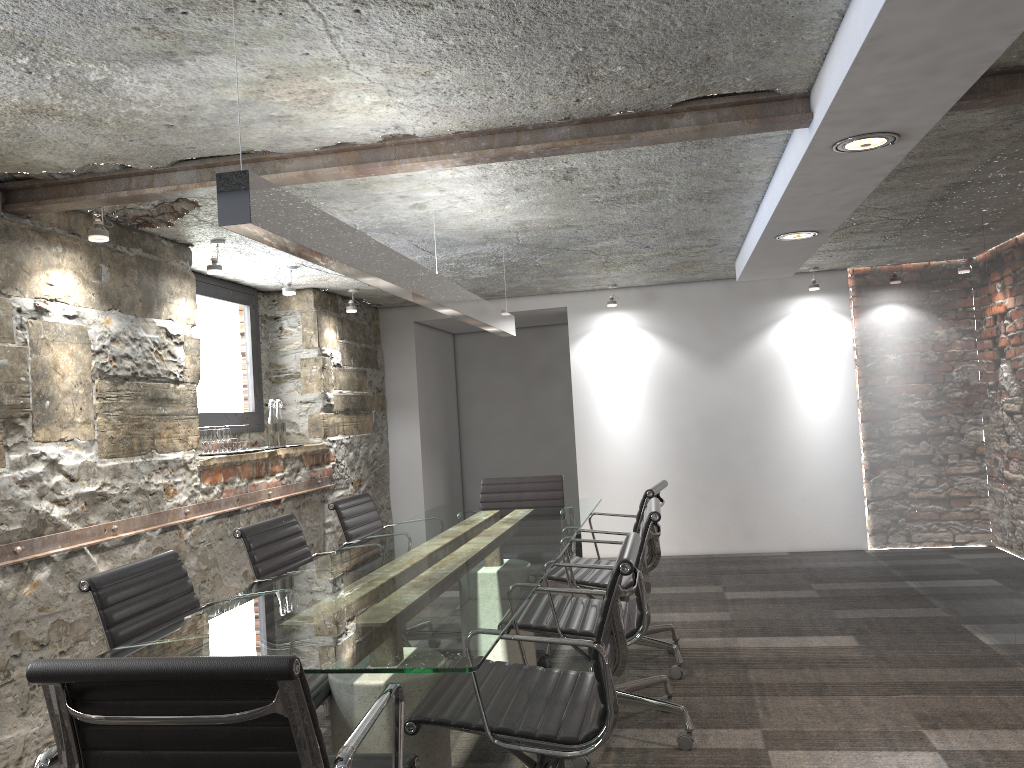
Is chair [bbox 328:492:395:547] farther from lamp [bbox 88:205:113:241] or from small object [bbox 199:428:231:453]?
lamp [bbox 88:205:113:241]

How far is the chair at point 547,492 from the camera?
4.97m

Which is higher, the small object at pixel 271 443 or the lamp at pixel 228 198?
the lamp at pixel 228 198

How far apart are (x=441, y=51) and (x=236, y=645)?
1.6 meters

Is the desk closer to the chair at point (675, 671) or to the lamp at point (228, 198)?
the chair at point (675, 671)

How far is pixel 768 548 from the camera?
6.87m

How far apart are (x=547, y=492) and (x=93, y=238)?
2.65m

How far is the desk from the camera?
1.9 meters

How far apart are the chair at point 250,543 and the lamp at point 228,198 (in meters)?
1.07

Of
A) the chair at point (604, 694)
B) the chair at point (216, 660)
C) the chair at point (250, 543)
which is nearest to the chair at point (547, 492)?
the chair at point (250, 543)
